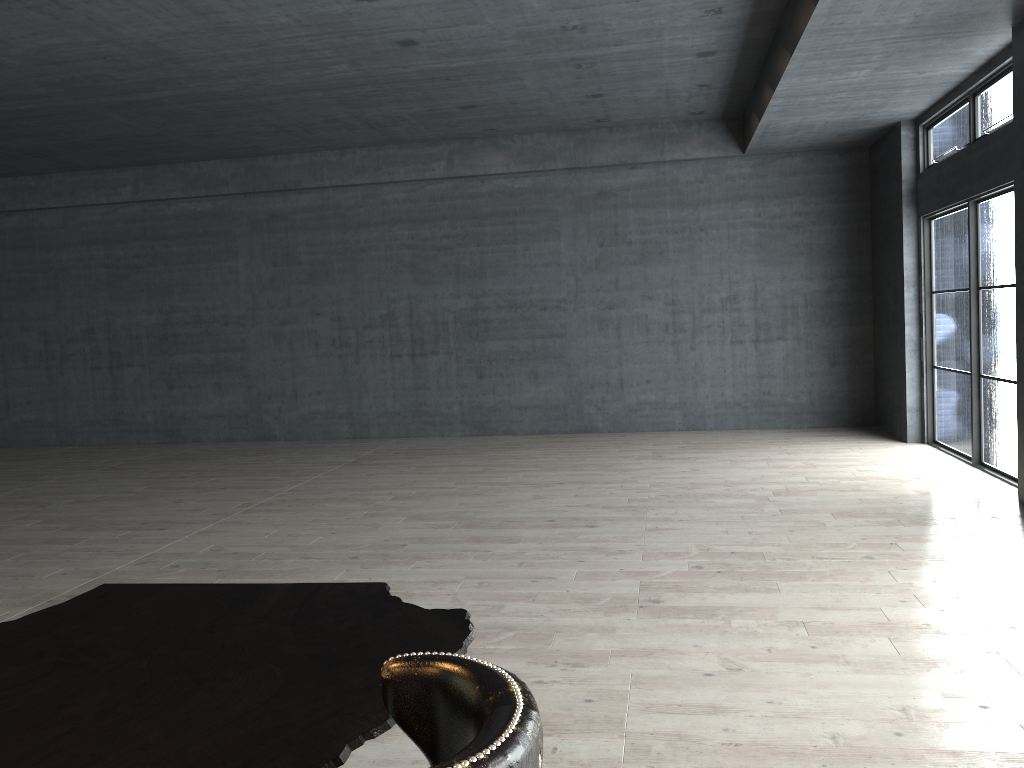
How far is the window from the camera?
8.14m

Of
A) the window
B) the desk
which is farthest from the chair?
the window

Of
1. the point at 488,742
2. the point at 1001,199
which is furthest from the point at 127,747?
the point at 1001,199

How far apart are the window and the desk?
7.3 meters

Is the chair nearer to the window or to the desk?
the desk

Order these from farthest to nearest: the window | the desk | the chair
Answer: the window → the desk → the chair

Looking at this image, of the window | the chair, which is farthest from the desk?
the window

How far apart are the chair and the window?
7.9 meters

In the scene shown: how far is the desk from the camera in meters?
1.6 m

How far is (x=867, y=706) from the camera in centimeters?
369cm
